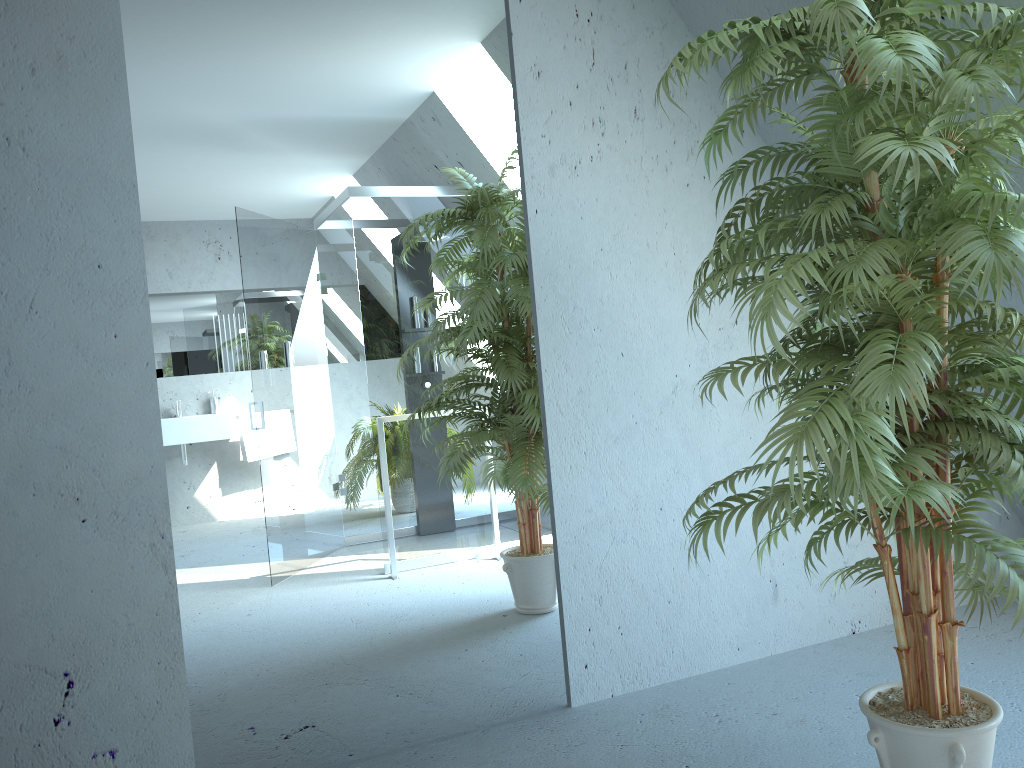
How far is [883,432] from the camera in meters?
1.6 m

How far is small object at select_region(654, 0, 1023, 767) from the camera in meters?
1.6 m

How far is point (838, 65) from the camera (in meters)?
2.09

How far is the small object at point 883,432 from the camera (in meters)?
1.57
